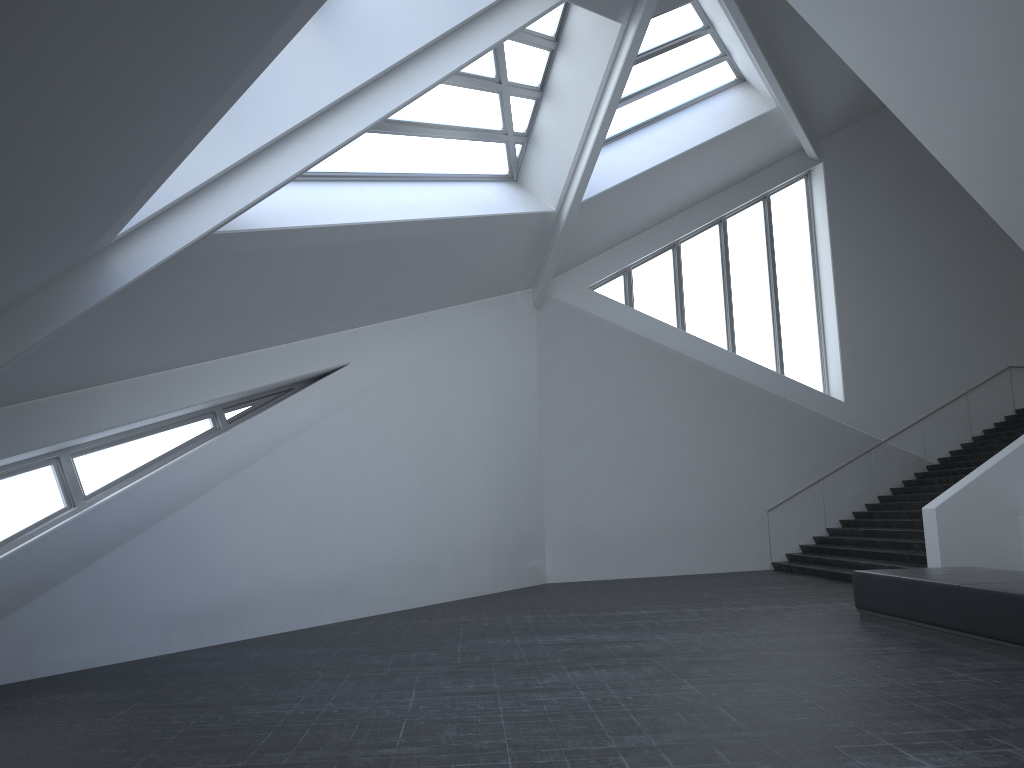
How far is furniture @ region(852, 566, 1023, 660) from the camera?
7.7 meters

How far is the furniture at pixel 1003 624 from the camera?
7.7 meters

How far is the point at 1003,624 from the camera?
7.66m
